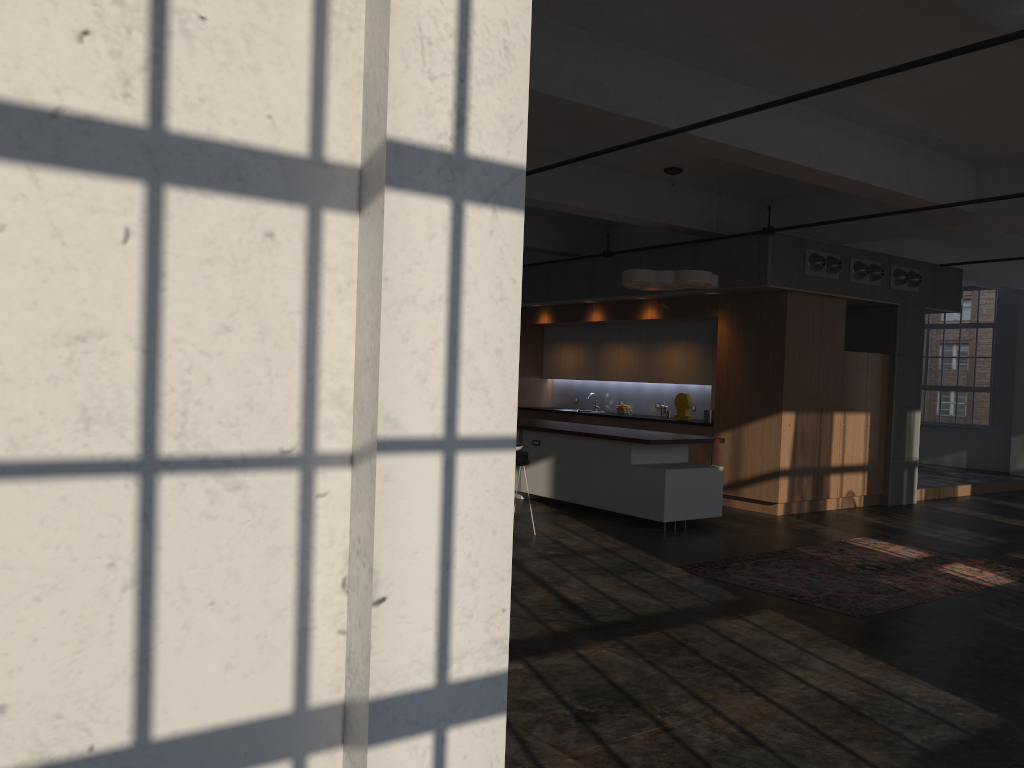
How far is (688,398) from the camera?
12.2m

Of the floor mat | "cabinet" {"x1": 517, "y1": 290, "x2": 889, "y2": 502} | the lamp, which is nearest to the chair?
the floor mat

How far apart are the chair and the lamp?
2.34m

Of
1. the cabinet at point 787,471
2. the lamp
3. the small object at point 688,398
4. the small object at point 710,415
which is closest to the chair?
the lamp

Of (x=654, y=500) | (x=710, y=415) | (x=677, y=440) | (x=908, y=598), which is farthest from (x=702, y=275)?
(x=908, y=598)

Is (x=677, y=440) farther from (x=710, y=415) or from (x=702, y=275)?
(x=710, y=415)

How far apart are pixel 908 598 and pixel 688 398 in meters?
5.8

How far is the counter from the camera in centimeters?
936cm

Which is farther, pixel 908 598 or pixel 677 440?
pixel 677 440

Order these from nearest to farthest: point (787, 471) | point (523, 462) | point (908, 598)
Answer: point (908, 598) → point (523, 462) → point (787, 471)
